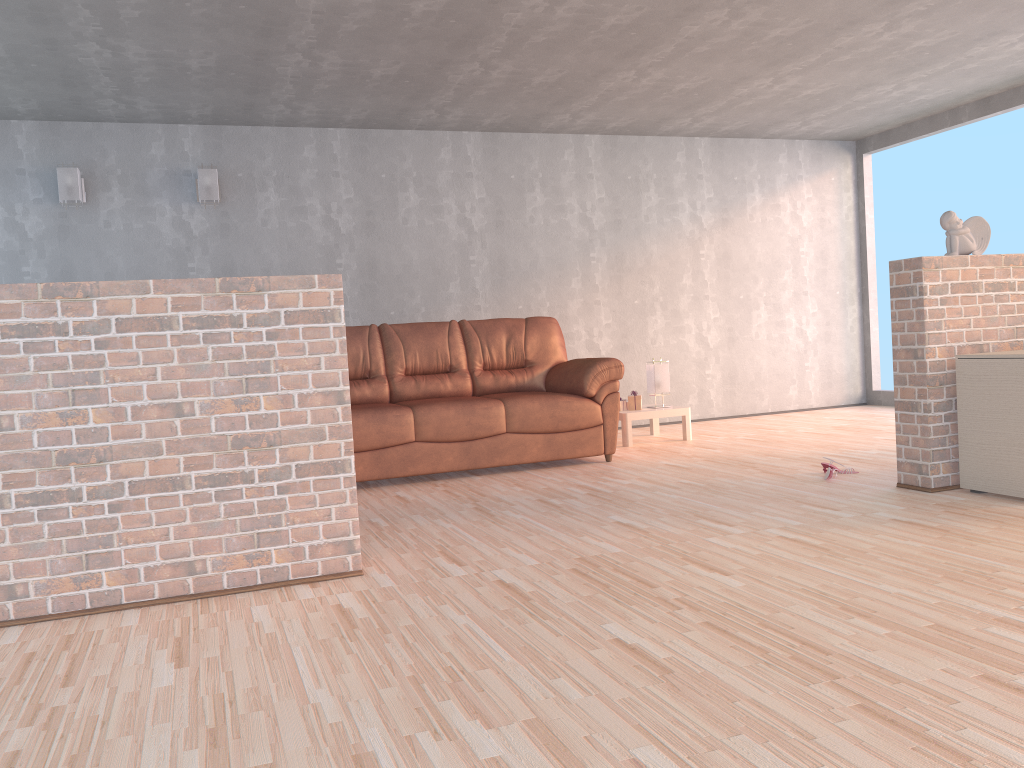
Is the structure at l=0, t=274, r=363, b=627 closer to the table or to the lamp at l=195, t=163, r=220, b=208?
the table

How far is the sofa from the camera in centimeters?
512cm

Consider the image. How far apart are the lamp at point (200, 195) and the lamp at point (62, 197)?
0.8m

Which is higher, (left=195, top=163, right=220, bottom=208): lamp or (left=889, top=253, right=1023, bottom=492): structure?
(left=195, top=163, right=220, bottom=208): lamp

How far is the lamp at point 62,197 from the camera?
5.9 meters

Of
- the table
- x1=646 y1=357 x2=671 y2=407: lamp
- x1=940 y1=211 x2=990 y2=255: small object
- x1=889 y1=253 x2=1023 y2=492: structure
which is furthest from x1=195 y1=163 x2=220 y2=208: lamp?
x1=940 y1=211 x2=990 y2=255: small object

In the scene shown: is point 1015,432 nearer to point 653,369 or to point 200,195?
point 653,369

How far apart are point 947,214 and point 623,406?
2.9 meters

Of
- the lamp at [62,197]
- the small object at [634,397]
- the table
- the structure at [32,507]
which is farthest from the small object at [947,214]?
the lamp at [62,197]

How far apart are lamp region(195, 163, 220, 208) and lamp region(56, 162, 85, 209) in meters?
0.8
